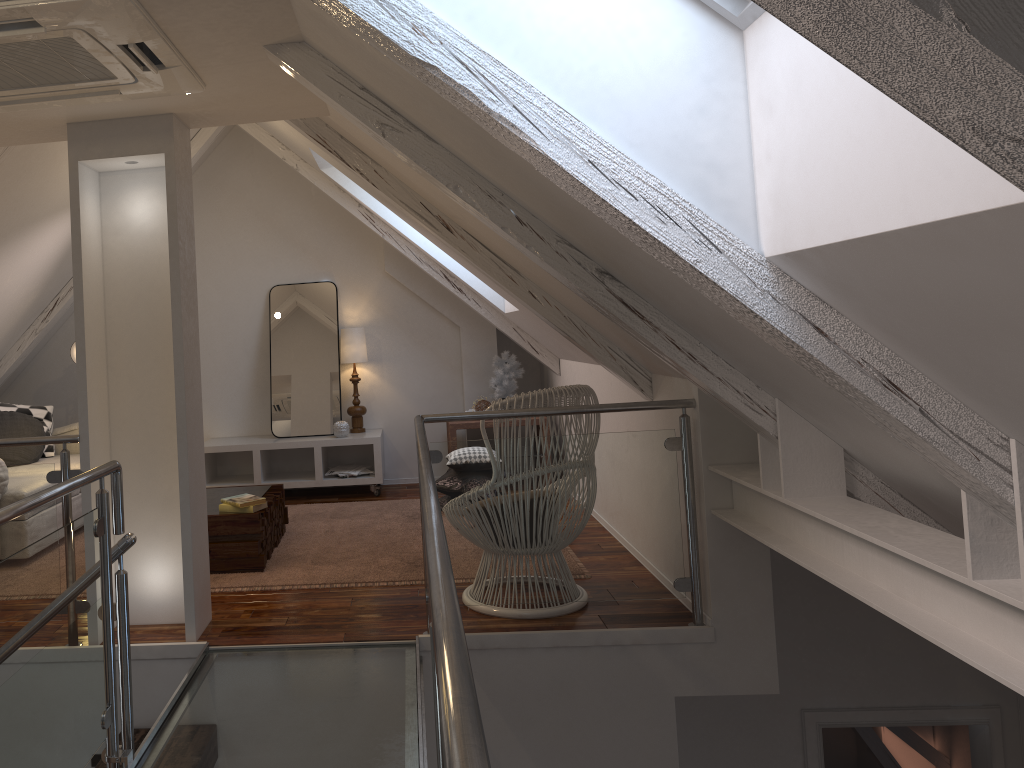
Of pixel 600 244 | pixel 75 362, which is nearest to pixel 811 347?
pixel 600 244

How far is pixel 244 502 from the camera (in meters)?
3.68

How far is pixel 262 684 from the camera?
2.56m

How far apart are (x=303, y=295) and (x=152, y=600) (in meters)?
2.96

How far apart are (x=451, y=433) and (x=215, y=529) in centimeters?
192cm

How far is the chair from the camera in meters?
3.0 m

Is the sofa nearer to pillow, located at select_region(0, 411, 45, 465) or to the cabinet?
pillow, located at select_region(0, 411, 45, 465)

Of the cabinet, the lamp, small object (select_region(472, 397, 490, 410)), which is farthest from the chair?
the lamp

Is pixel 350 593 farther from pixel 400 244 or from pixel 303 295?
pixel 303 295

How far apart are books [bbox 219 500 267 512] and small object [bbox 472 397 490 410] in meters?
2.0 m
